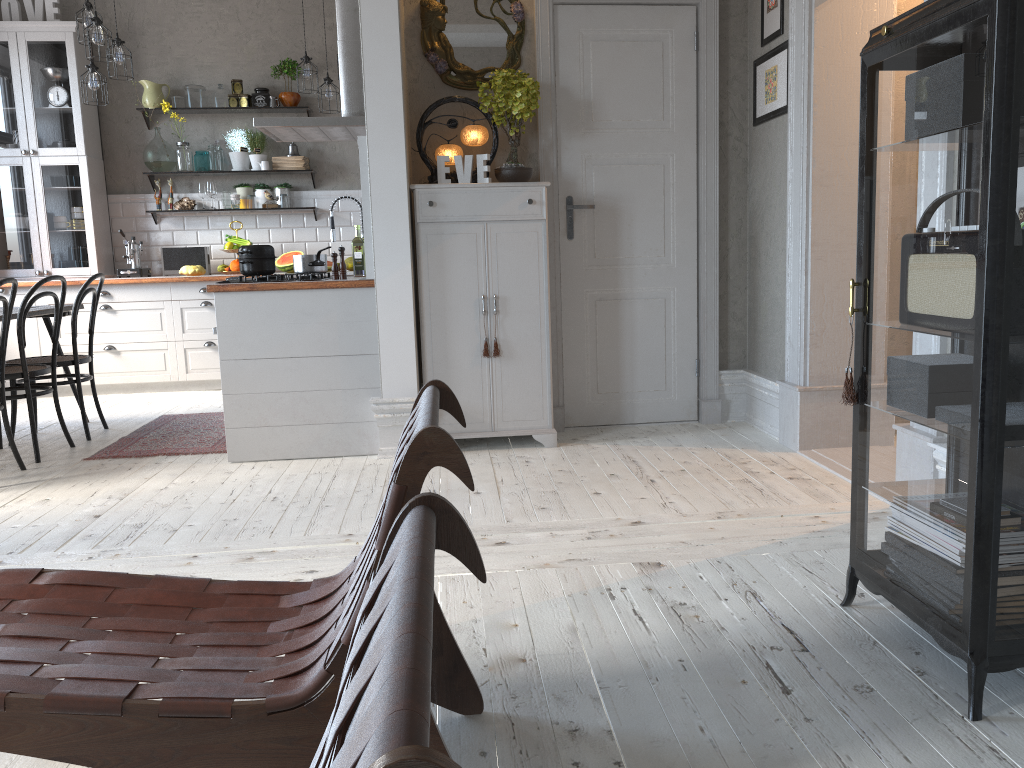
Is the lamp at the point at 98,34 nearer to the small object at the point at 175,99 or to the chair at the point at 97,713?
the small object at the point at 175,99

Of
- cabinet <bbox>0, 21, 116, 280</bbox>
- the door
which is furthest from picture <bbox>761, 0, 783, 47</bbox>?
cabinet <bbox>0, 21, 116, 280</bbox>

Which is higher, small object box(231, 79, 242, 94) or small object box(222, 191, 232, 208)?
small object box(231, 79, 242, 94)

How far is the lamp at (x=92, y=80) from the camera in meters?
5.8 m

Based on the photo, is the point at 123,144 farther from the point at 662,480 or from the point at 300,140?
the point at 662,480

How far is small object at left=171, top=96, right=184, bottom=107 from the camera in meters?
7.1

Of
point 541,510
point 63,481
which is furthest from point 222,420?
point 541,510

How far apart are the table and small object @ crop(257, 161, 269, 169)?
2.34m

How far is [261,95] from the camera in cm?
713

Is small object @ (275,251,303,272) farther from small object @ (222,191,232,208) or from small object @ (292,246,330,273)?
small object @ (292,246,330,273)
